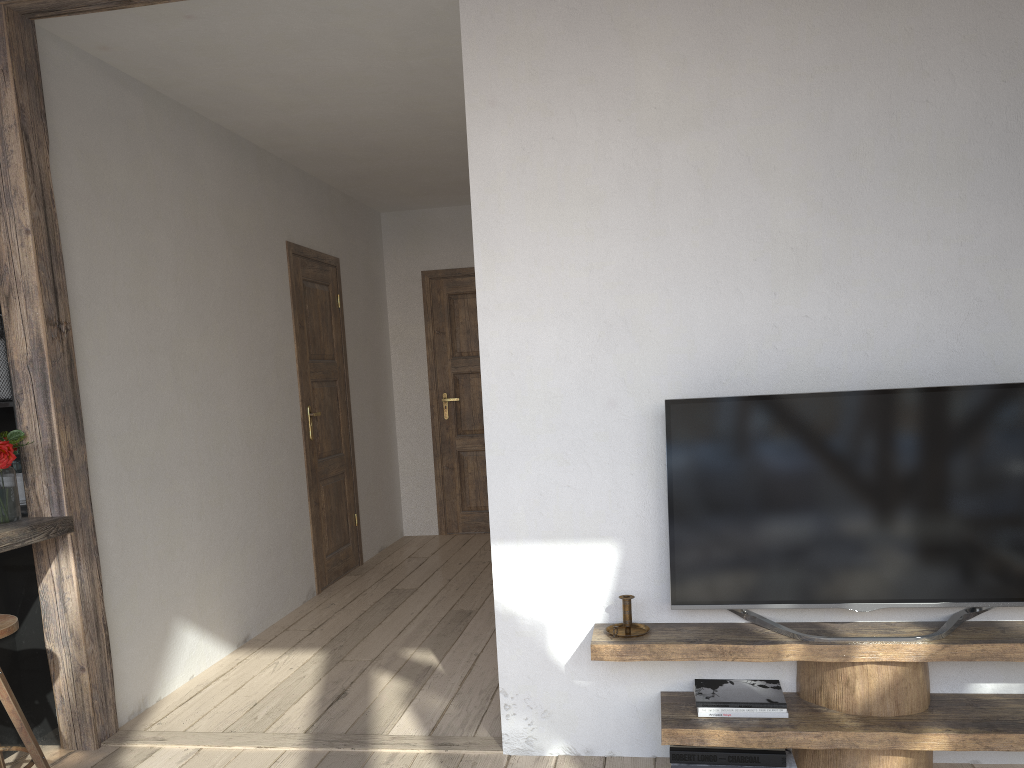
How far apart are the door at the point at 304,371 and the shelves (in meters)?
2.86

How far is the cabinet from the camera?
3.1 meters

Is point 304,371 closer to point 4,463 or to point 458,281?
point 458,281

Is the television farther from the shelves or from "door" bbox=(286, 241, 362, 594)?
"door" bbox=(286, 241, 362, 594)

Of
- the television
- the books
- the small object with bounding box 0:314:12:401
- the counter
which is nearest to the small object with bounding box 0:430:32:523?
the counter

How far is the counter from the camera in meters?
2.7

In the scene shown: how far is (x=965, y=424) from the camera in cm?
244

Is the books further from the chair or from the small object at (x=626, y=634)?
the chair

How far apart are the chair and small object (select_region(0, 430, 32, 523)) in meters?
0.4 m

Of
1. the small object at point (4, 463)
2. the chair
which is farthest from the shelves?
the small object at point (4, 463)
